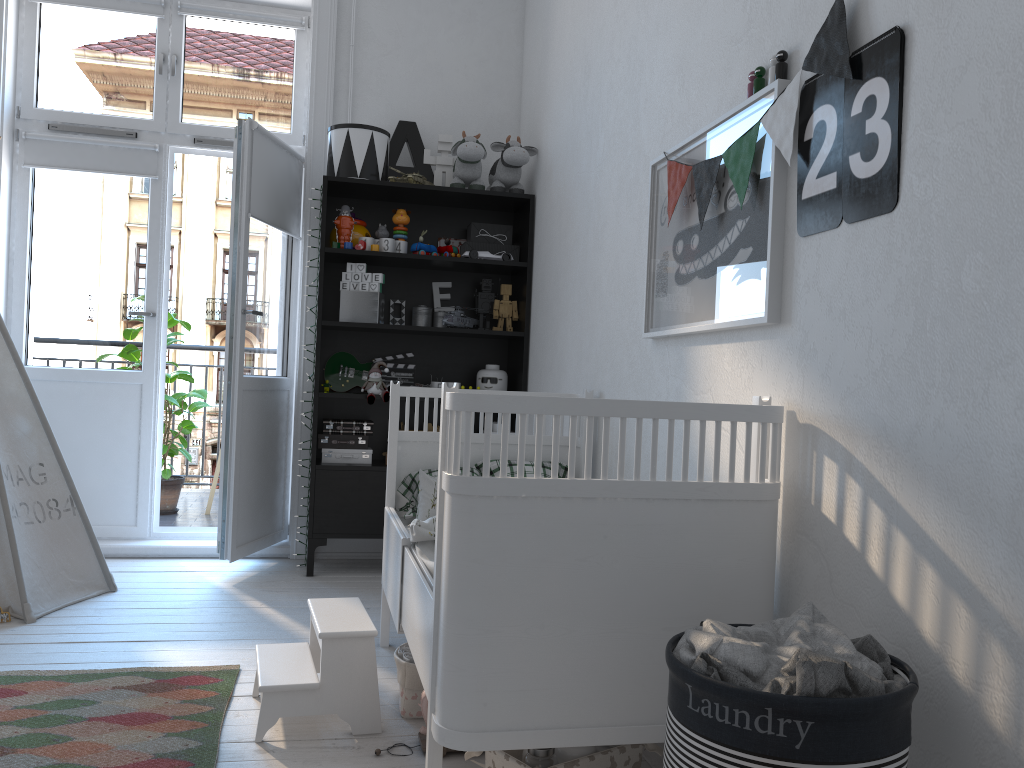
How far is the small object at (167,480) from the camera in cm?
492

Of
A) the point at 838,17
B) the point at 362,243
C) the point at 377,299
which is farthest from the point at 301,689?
the point at 362,243

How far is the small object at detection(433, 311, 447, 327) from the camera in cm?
404

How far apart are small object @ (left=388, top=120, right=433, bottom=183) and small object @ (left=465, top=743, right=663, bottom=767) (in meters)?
2.86

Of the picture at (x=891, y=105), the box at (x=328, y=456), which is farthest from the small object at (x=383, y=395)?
the picture at (x=891, y=105)

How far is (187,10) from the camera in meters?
4.1

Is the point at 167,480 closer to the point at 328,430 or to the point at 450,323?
the point at 328,430

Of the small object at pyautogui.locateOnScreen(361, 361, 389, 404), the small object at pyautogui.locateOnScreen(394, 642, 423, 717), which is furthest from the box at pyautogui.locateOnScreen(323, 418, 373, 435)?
the small object at pyautogui.locateOnScreen(394, 642, 423, 717)

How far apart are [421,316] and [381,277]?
0.31m

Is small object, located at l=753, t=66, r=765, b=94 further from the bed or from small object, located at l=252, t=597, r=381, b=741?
small object, located at l=252, t=597, r=381, b=741
